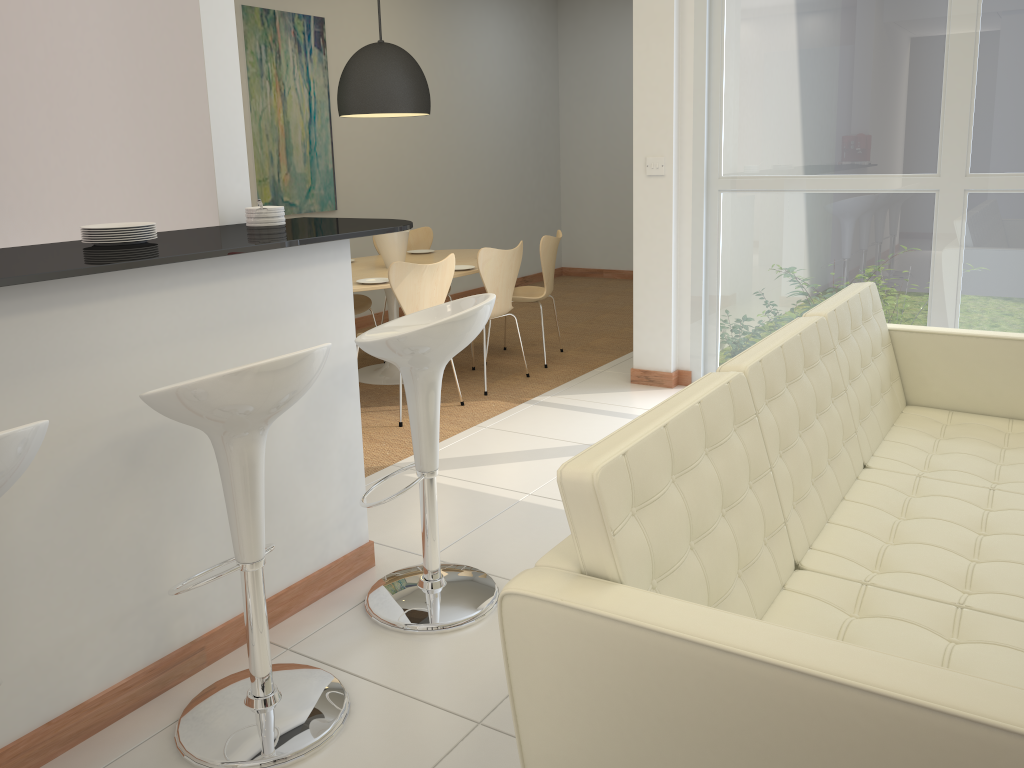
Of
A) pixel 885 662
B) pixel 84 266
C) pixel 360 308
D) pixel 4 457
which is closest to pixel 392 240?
pixel 360 308

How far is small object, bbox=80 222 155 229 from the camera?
2.7 meters

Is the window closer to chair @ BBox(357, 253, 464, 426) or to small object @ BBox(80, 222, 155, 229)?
chair @ BBox(357, 253, 464, 426)

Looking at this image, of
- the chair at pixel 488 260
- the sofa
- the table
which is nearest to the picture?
the table

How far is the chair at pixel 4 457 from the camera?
1.5m

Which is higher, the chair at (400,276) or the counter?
the counter

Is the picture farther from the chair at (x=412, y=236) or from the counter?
the counter

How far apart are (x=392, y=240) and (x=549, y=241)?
1.05m

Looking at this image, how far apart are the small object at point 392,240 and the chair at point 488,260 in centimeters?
74cm

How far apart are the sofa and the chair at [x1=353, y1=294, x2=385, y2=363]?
3.62m
